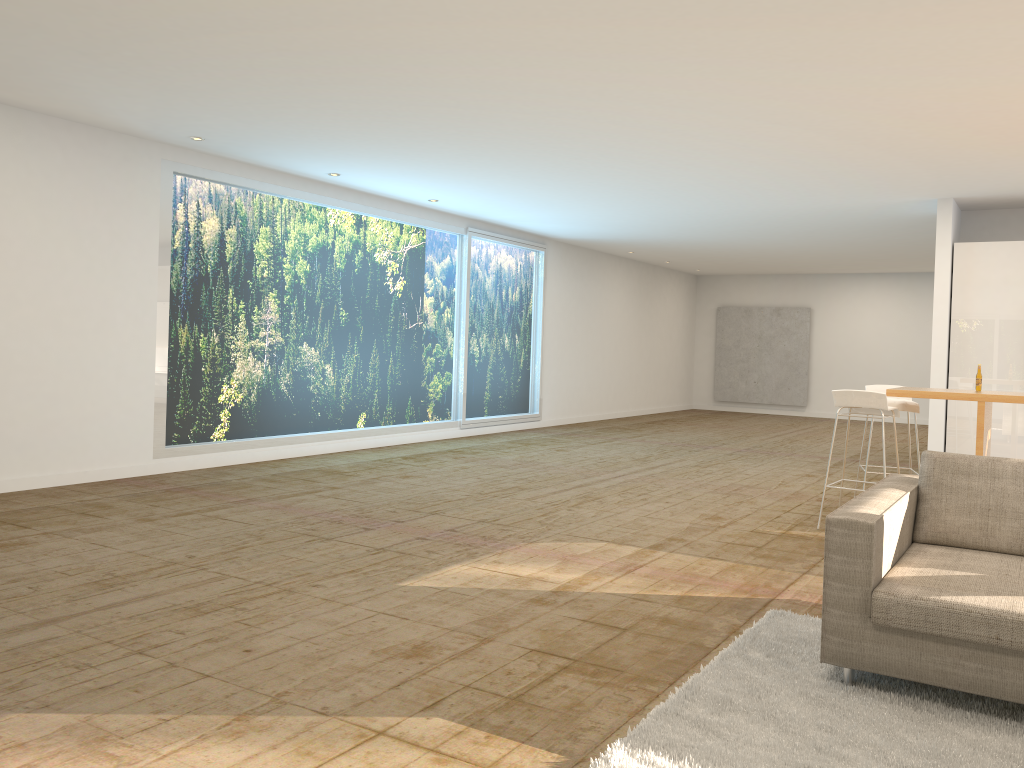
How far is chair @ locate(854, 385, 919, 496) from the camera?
7.33m

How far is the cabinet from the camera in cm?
916

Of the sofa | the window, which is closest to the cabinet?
the sofa

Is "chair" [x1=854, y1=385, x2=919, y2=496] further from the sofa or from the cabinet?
the sofa

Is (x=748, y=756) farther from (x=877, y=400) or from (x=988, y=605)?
(x=877, y=400)

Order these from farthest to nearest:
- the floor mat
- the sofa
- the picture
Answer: the picture < the sofa < the floor mat

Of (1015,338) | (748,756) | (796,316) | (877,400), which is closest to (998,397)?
(877,400)

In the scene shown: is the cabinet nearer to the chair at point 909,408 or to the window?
the chair at point 909,408

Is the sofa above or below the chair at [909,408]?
below

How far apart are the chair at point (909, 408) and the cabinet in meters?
2.2 m
